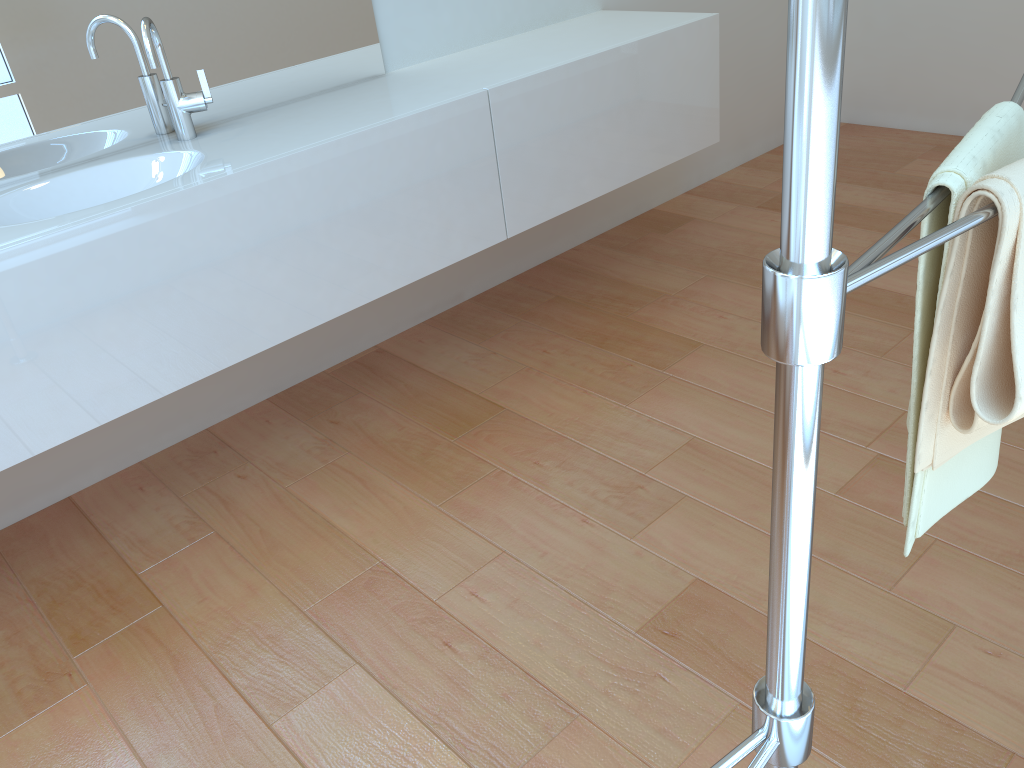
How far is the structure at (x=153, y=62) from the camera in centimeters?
182cm

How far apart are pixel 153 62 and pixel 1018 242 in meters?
1.7 m

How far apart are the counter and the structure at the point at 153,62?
0.0 meters

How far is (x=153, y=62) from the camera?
1.8m

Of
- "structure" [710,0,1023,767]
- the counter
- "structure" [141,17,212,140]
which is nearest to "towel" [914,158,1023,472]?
"structure" [710,0,1023,767]

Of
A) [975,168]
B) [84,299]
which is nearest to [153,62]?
[84,299]

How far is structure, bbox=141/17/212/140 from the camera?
1.82m

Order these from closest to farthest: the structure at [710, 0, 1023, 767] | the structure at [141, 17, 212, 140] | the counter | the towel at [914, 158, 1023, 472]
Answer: the structure at [710, 0, 1023, 767] < the towel at [914, 158, 1023, 472] < the counter < the structure at [141, 17, 212, 140]

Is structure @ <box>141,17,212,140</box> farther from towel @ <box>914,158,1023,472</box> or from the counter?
towel @ <box>914,158,1023,472</box>

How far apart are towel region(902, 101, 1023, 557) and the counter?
1.37m
